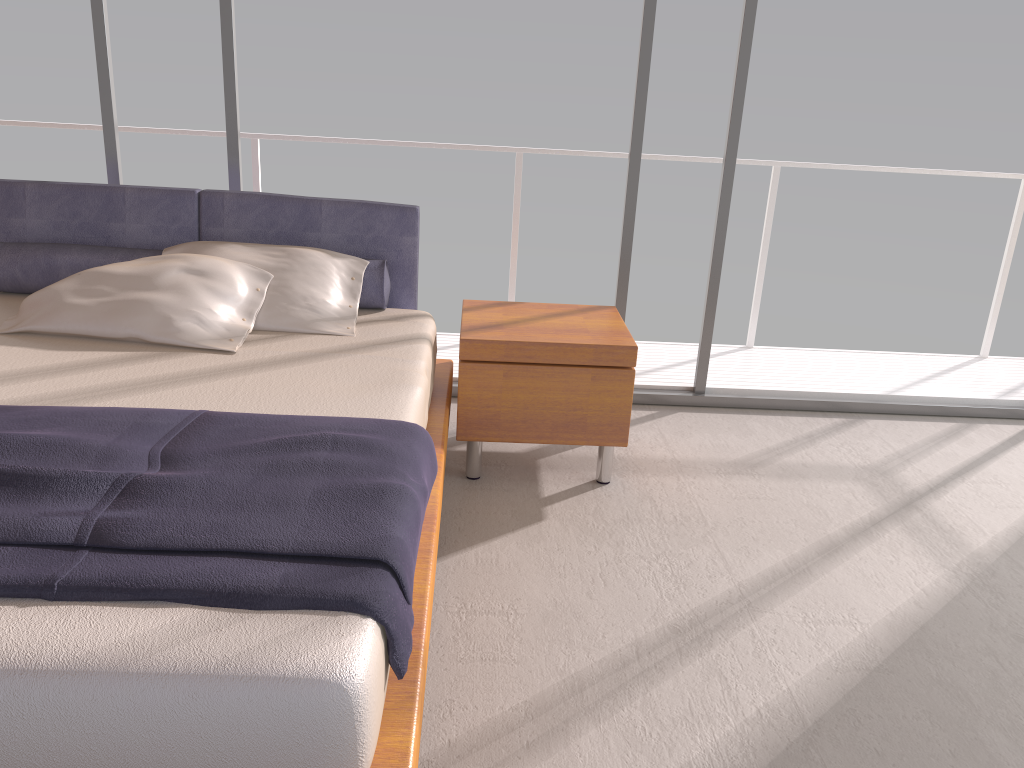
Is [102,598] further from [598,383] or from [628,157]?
[628,157]

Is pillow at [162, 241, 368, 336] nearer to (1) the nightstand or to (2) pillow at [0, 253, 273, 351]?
(2) pillow at [0, 253, 273, 351]

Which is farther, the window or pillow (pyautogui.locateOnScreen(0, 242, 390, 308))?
the window

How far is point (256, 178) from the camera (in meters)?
4.52

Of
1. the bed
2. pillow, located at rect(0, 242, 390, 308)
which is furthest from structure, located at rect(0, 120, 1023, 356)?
pillow, located at rect(0, 242, 390, 308)

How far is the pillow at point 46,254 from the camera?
3.22m

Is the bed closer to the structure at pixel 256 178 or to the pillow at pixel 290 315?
the pillow at pixel 290 315

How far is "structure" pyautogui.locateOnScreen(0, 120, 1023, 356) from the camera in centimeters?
452cm

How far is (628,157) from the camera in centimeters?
382cm

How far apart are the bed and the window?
0.4 meters
